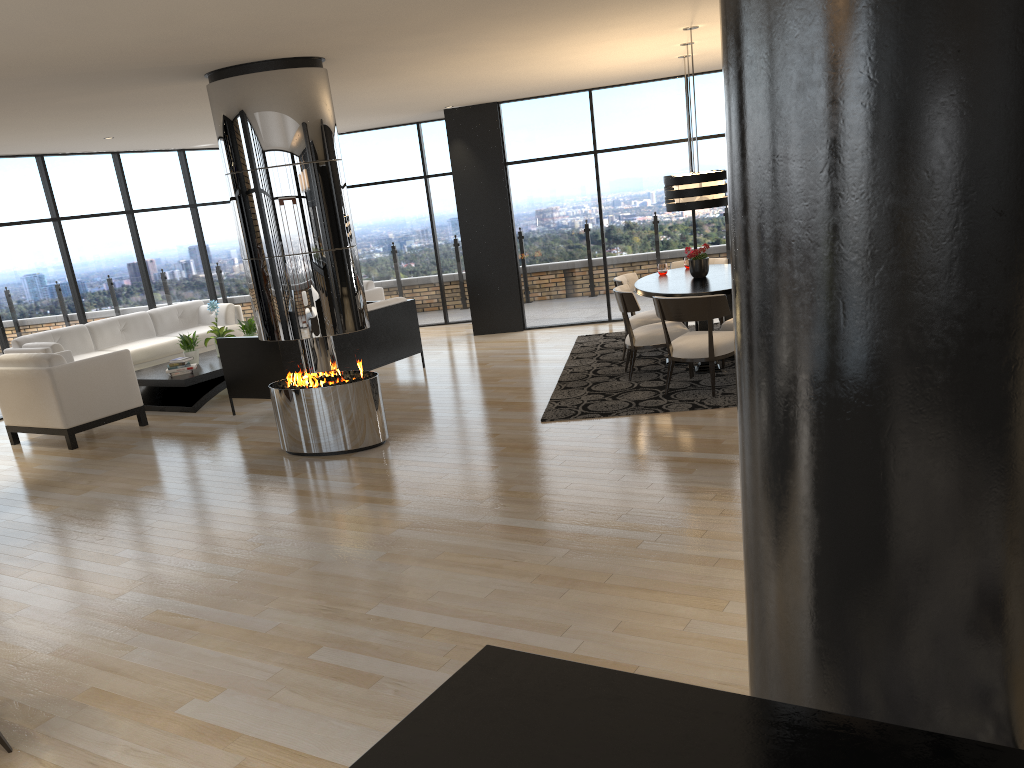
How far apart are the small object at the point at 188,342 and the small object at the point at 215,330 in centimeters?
31cm

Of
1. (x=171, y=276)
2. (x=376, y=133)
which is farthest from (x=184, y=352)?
(x=376, y=133)

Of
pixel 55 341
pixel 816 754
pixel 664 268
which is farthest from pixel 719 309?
pixel 55 341

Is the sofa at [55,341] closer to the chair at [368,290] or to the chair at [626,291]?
the chair at [368,290]

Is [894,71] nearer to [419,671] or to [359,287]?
[419,671]

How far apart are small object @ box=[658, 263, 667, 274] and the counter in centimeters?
765cm

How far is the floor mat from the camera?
6.9 meters

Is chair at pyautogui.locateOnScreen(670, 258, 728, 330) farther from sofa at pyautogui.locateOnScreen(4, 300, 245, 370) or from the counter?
the counter

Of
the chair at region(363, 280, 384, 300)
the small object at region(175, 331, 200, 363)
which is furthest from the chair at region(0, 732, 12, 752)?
the chair at region(363, 280, 384, 300)

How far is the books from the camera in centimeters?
897cm
